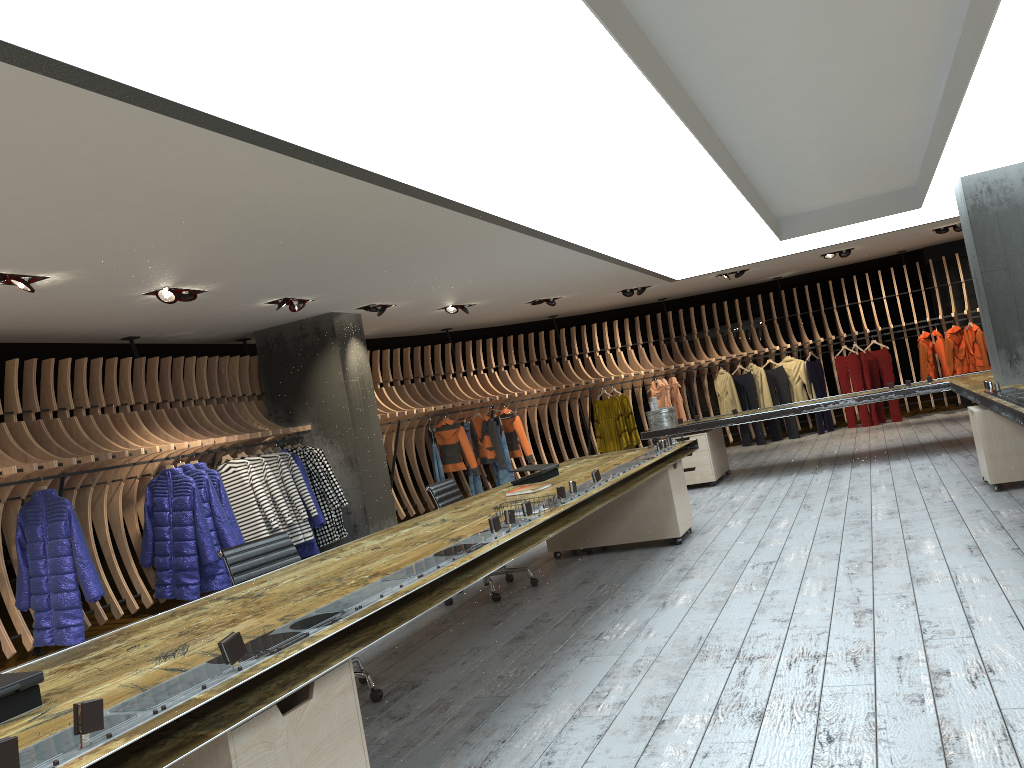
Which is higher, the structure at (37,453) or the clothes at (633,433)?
the structure at (37,453)

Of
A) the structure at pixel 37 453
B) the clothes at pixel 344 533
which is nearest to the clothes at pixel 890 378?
the structure at pixel 37 453

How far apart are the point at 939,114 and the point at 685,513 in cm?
350

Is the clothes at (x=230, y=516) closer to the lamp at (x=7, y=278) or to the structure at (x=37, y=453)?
the structure at (x=37, y=453)

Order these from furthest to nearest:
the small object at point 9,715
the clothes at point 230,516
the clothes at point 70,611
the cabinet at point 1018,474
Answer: the clothes at point 230,516, the clothes at point 70,611, the cabinet at point 1018,474, the small object at point 9,715

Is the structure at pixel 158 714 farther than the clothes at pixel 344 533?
No

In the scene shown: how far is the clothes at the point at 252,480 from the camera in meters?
8.9 m

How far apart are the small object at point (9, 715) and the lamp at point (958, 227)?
13.29m

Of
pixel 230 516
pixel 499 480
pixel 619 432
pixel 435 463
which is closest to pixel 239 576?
Answer: pixel 230 516

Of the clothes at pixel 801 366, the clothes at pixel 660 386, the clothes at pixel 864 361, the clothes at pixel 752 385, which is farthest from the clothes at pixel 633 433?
the clothes at pixel 864 361
